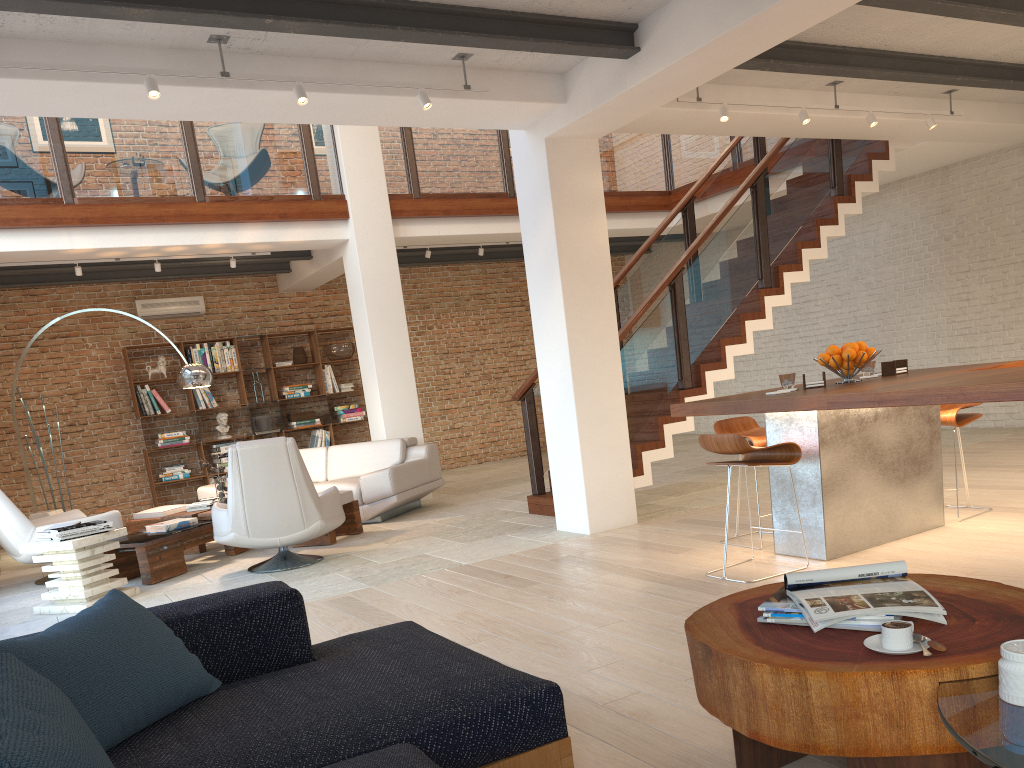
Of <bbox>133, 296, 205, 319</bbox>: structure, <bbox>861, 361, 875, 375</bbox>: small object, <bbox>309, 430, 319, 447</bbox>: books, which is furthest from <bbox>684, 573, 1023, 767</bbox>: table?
<bbox>133, 296, 205, 319</bbox>: structure

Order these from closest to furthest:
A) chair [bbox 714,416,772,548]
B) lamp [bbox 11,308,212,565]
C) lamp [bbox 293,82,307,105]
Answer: lamp [bbox 293,82,307,105] < chair [bbox 714,416,772,548] < lamp [bbox 11,308,212,565]

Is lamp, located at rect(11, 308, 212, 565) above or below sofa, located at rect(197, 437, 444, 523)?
above

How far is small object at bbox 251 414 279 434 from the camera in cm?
1150

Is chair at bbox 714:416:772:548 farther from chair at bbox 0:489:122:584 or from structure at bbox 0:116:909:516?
chair at bbox 0:489:122:584

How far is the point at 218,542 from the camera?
6.5m

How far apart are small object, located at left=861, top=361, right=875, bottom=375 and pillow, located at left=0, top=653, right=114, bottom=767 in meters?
4.8 m

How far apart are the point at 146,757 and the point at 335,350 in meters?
10.3

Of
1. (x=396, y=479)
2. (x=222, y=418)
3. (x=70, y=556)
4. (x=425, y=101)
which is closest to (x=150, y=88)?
(x=425, y=101)

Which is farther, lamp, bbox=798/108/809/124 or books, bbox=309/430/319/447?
books, bbox=309/430/319/447
